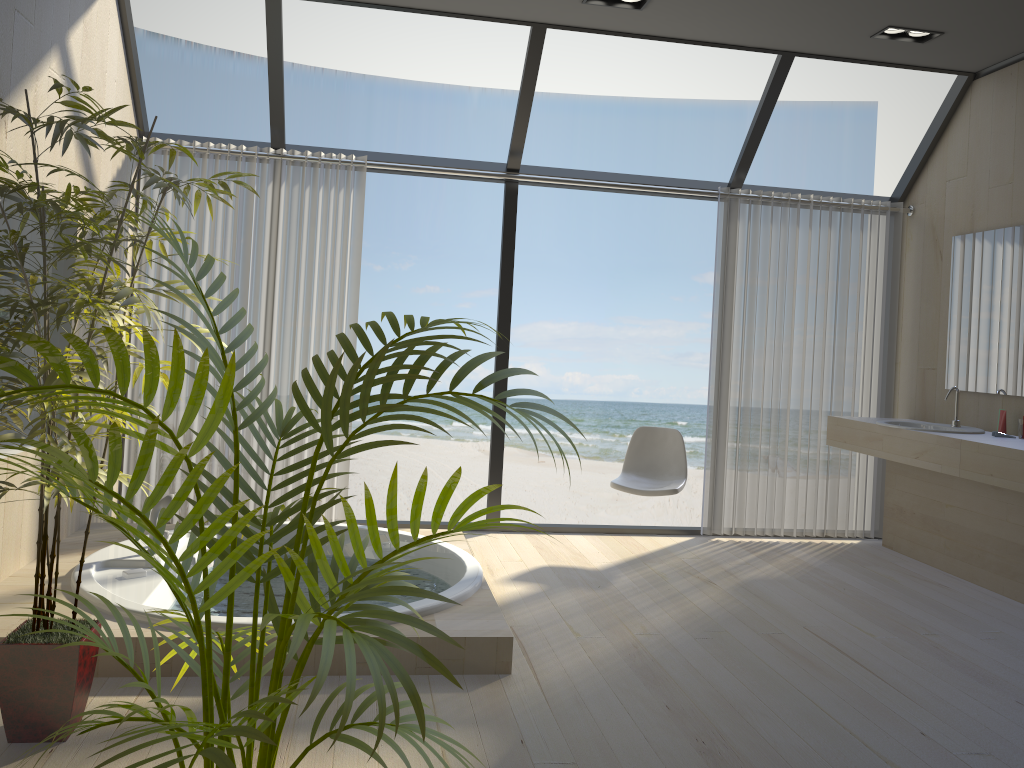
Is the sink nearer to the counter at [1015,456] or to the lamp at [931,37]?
the counter at [1015,456]

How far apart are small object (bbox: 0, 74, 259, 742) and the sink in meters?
3.8 m

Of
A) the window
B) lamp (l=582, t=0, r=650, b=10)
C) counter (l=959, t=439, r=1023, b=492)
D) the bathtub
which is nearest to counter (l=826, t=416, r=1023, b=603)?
counter (l=959, t=439, r=1023, b=492)

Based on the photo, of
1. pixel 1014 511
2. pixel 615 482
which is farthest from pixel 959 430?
pixel 615 482

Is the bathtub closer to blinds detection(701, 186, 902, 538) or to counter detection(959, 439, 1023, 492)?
blinds detection(701, 186, 902, 538)

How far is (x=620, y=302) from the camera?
15.5 meters

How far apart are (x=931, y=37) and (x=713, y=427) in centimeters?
234cm

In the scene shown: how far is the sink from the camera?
4.65m

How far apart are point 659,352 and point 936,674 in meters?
12.4

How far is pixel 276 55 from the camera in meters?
4.5
